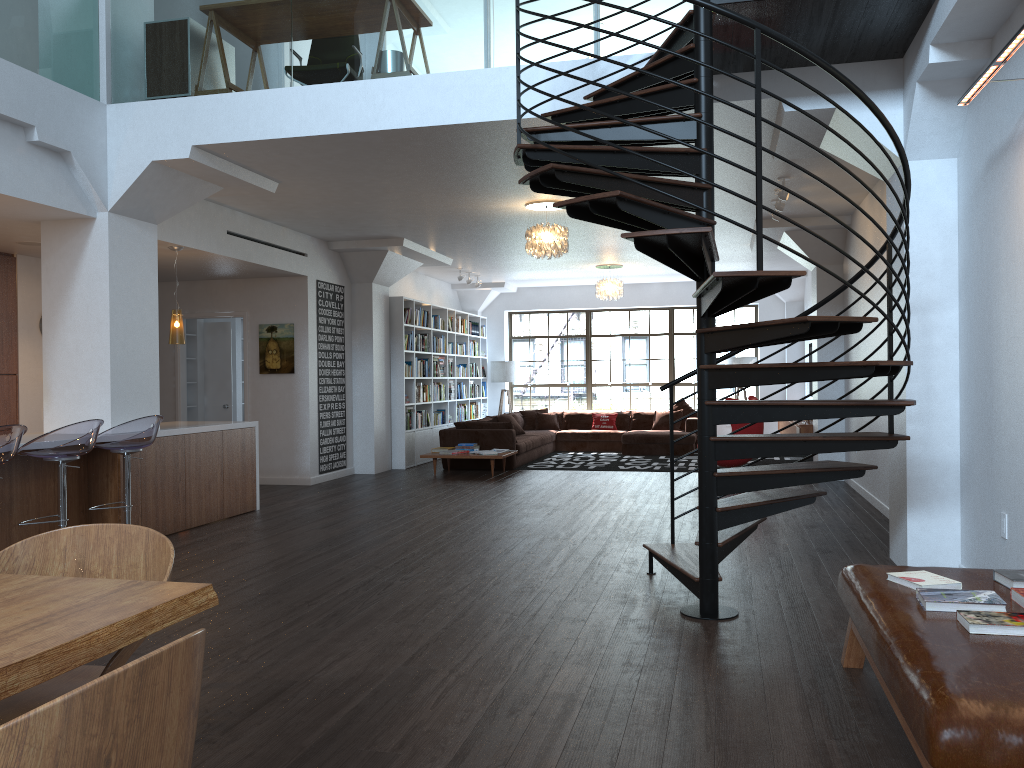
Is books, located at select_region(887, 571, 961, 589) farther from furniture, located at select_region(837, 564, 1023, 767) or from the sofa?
the sofa

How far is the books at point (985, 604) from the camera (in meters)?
2.90

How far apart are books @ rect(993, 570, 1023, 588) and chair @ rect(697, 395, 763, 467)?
7.3m

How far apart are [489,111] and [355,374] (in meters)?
6.37

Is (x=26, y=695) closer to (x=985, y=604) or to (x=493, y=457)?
(x=985, y=604)

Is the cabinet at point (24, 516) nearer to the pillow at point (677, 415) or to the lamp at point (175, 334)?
the lamp at point (175, 334)

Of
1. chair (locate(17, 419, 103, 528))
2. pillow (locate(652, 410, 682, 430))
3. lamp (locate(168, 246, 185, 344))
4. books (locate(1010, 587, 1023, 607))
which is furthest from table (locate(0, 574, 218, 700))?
pillow (locate(652, 410, 682, 430))

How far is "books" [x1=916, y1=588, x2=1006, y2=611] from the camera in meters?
2.9

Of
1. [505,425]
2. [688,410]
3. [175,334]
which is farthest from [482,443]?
[175,334]

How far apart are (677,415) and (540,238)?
7.04m
